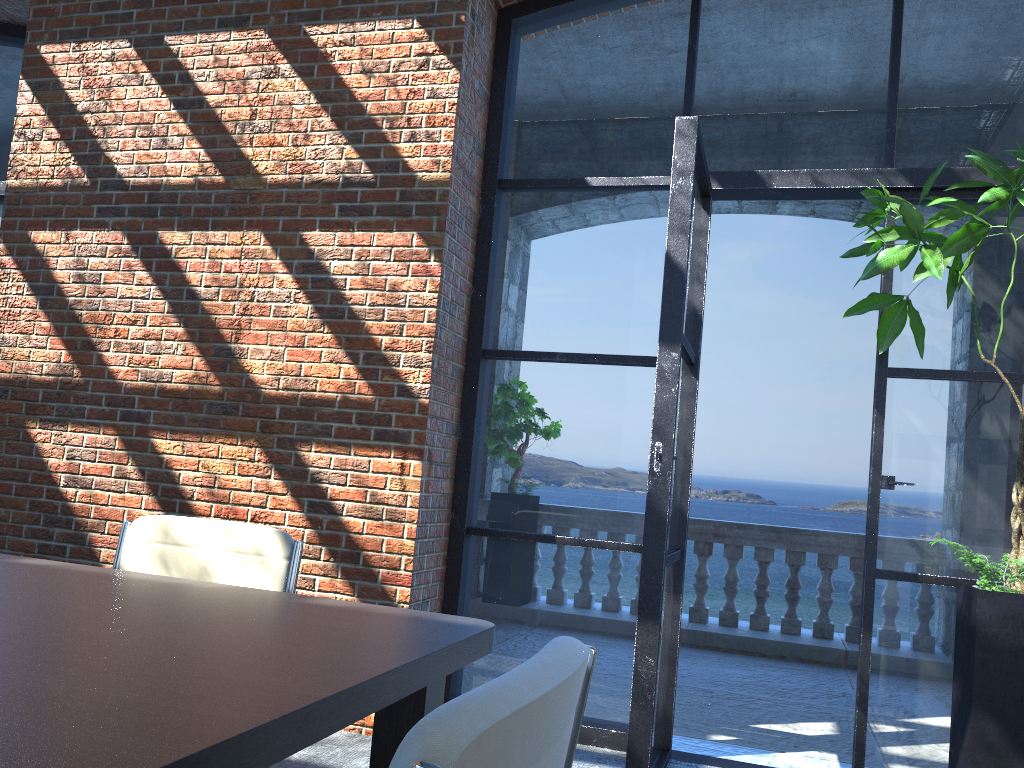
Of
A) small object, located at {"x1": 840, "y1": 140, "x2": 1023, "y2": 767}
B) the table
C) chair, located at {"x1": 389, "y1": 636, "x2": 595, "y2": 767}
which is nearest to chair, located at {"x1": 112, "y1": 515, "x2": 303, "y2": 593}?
the table

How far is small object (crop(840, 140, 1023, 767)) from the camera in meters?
2.8 m

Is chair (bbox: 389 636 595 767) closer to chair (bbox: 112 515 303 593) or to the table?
the table

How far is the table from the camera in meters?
0.9

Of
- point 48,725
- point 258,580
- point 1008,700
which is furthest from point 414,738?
point 1008,700

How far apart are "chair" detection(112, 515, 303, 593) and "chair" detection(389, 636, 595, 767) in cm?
132

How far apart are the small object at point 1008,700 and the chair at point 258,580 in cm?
214

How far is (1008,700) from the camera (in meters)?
2.81

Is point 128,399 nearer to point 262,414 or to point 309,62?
point 262,414

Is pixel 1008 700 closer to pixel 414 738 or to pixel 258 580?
pixel 258 580
